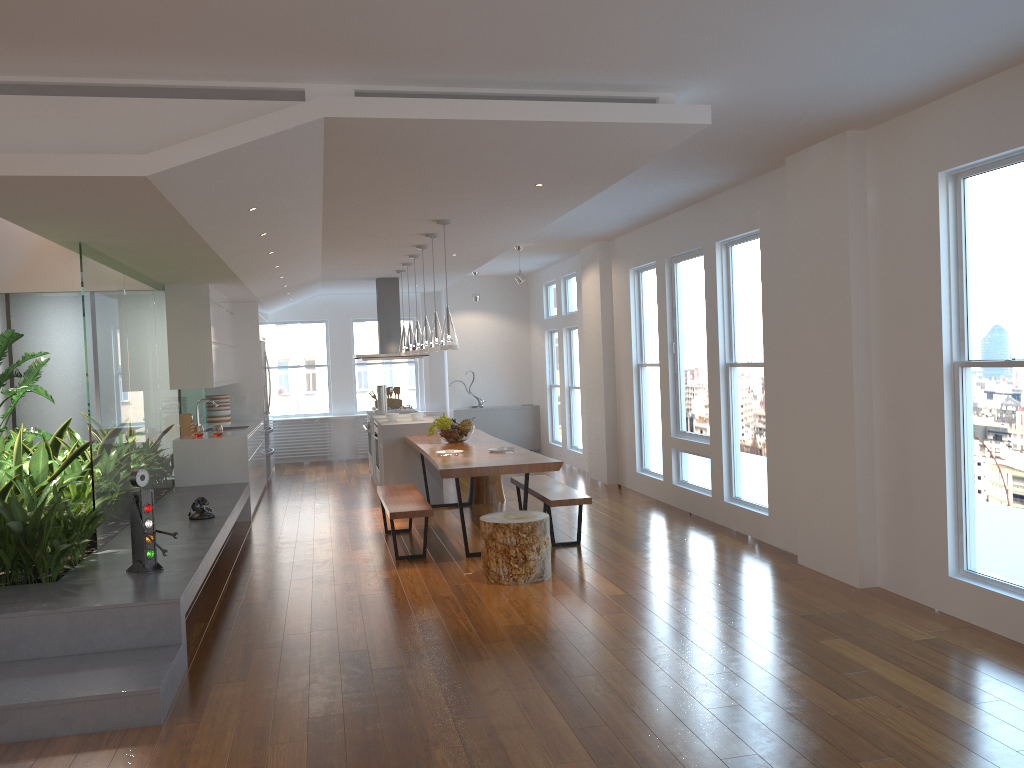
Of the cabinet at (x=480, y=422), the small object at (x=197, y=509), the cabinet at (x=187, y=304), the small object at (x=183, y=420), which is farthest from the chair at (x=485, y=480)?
the cabinet at (x=480, y=422)

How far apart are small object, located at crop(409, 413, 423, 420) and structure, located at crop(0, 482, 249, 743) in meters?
2.0 m

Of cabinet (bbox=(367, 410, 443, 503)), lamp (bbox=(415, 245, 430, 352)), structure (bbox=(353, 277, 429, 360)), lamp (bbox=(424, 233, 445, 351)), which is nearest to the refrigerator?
structure (bbox=(353, 277, 429, 360))

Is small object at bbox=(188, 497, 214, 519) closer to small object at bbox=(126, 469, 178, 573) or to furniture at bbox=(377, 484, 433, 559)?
furniture at bbox=(377, 484, 433, 559)

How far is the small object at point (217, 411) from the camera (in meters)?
10.00

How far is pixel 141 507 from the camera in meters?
4.8 m

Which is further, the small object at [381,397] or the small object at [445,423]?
the small object at [381,397]

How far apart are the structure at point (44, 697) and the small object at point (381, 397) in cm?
283

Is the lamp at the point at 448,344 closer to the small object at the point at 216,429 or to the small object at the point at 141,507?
the small object at the point at 141,507

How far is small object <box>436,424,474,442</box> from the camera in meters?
8.0 m
